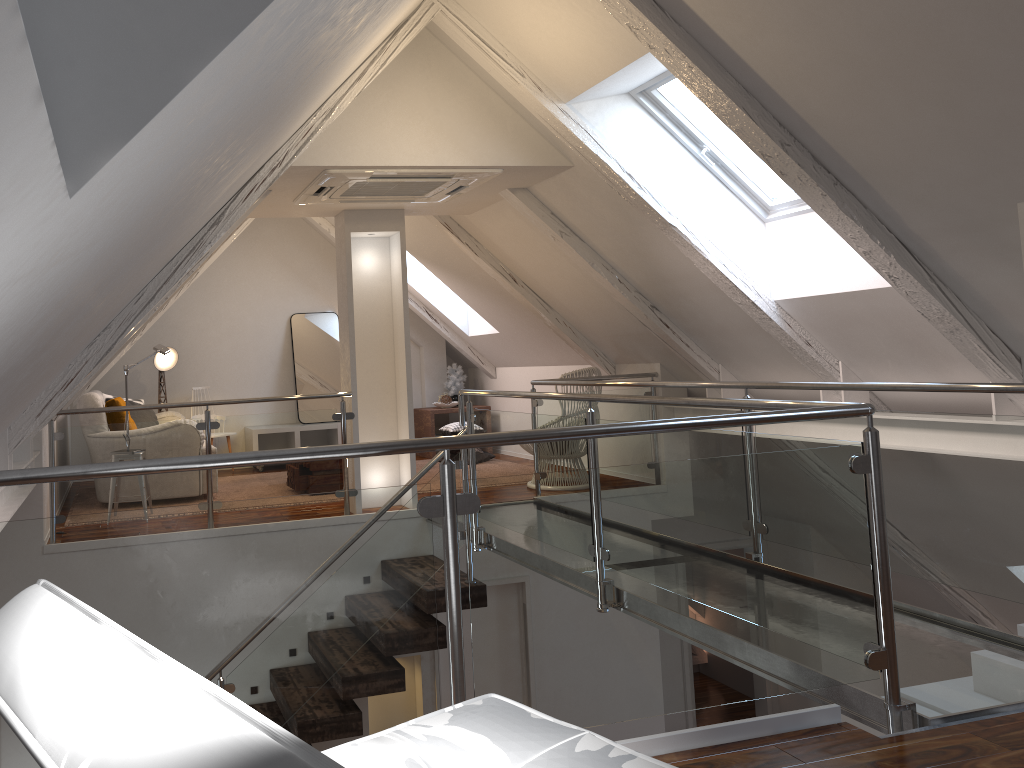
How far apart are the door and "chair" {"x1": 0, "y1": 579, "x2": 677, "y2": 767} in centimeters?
388cm

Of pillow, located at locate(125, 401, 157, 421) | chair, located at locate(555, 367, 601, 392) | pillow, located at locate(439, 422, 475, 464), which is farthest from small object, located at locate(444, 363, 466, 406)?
pillow, located at locate(125, 401, 157, 421)

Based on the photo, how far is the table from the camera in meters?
7.9

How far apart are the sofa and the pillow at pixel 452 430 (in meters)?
2.13

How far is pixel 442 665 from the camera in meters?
5.4 m

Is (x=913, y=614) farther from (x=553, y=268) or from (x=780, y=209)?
(x=553, y=268)

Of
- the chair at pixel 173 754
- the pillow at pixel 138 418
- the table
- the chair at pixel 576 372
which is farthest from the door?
A: the chair at pixel 173 754

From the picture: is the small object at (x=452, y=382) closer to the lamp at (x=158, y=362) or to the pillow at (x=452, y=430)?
the pillow at (x=452, y=430)

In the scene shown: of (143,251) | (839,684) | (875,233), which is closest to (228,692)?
(143,251)

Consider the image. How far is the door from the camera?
5.36m
